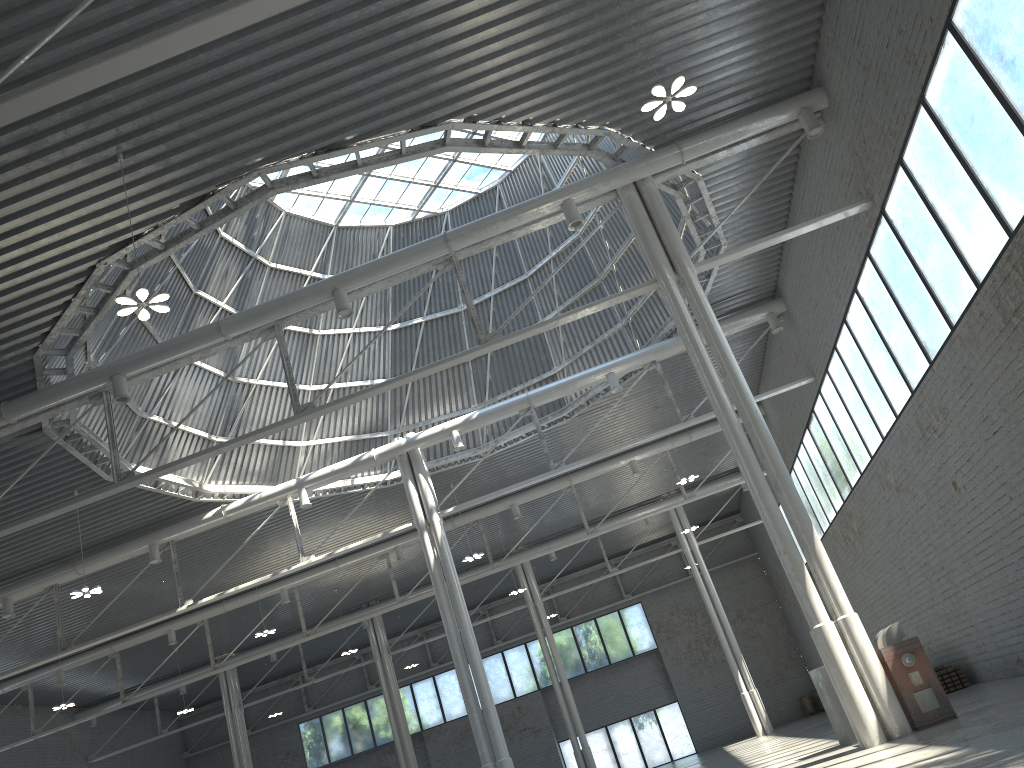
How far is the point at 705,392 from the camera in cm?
2306
